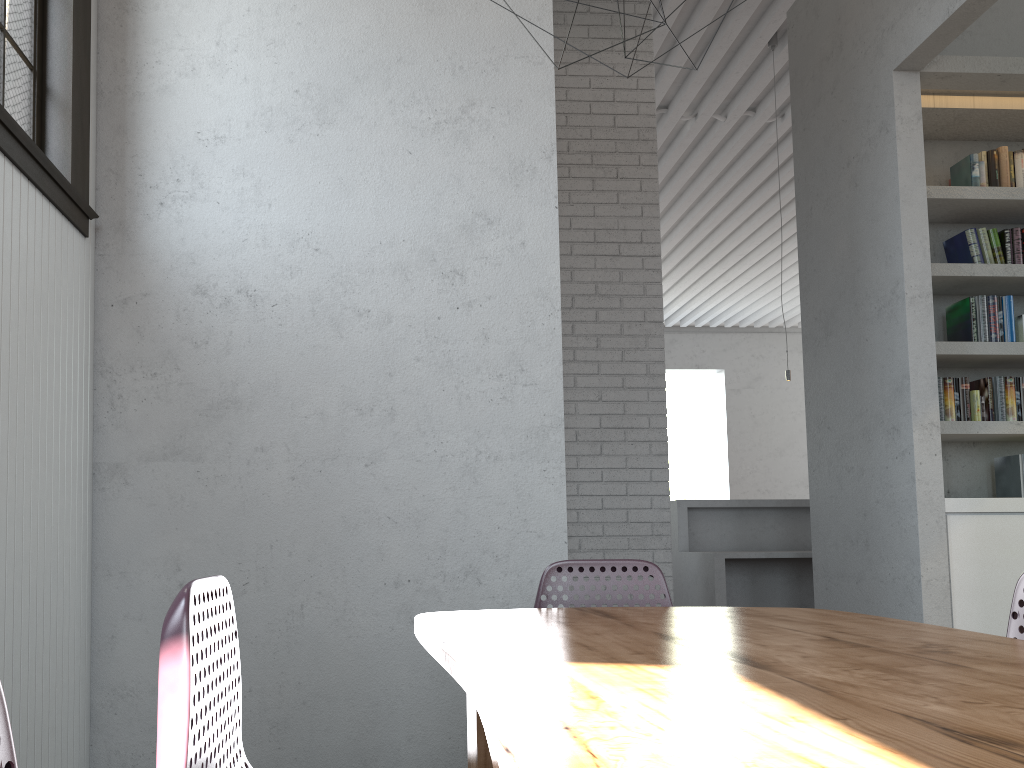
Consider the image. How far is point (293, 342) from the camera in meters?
3.0 m
